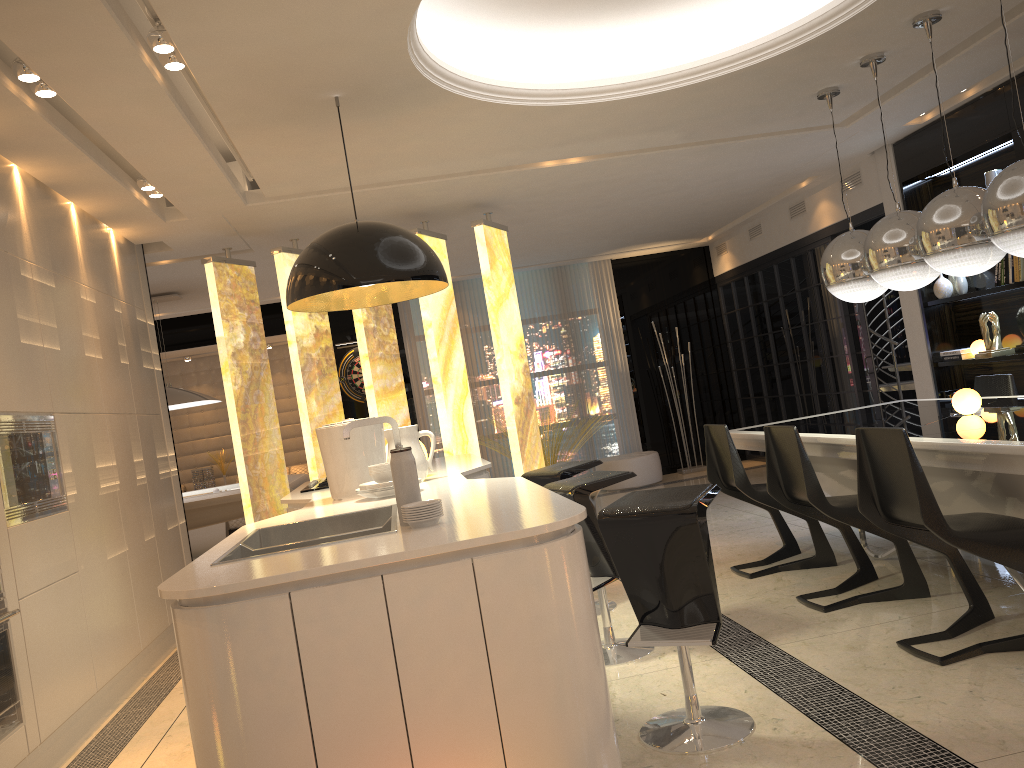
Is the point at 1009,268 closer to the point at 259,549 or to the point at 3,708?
the point at 259,549

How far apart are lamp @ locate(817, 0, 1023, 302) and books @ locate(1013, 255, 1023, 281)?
1.41m

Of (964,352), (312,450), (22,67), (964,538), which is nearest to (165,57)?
(22,67)

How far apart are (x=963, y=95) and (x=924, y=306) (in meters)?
1.59

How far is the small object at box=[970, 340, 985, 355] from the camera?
6.2m

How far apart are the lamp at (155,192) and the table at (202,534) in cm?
560

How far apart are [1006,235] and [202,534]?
8.6m

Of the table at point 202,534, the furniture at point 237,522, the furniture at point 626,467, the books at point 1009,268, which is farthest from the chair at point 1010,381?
the table at point 202,534

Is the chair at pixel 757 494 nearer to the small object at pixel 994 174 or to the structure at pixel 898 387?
the small object at pixel 994 174

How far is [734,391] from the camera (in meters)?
10.68
